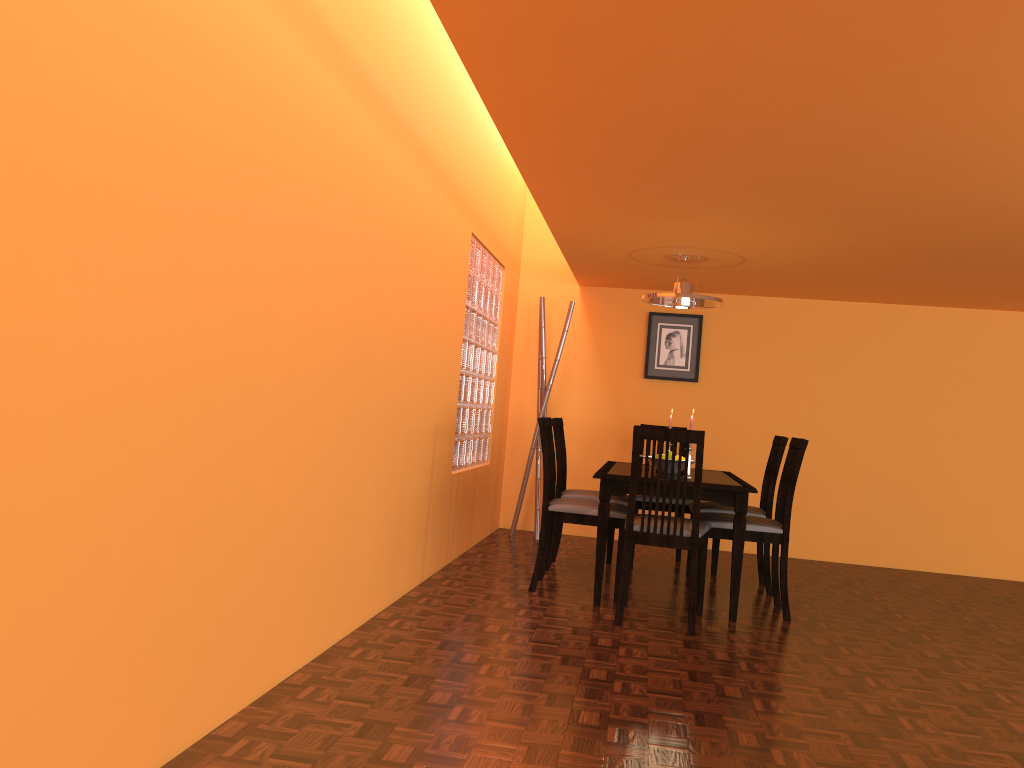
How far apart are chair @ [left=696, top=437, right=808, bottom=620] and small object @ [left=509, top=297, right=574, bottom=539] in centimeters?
191cm

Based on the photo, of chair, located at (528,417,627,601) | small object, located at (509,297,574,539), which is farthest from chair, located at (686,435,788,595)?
small object, located at (509,297,574,539)

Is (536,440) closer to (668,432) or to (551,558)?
(551,558)

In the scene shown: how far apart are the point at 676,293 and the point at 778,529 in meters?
1.3

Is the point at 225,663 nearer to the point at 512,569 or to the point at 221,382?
the point at 221,382

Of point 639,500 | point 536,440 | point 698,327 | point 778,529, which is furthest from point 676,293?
point 536,440

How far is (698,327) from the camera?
6.0m

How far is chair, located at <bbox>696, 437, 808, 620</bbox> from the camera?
3.9m

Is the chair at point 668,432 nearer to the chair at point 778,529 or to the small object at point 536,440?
the chair at point 778,529

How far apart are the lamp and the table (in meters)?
0.89
